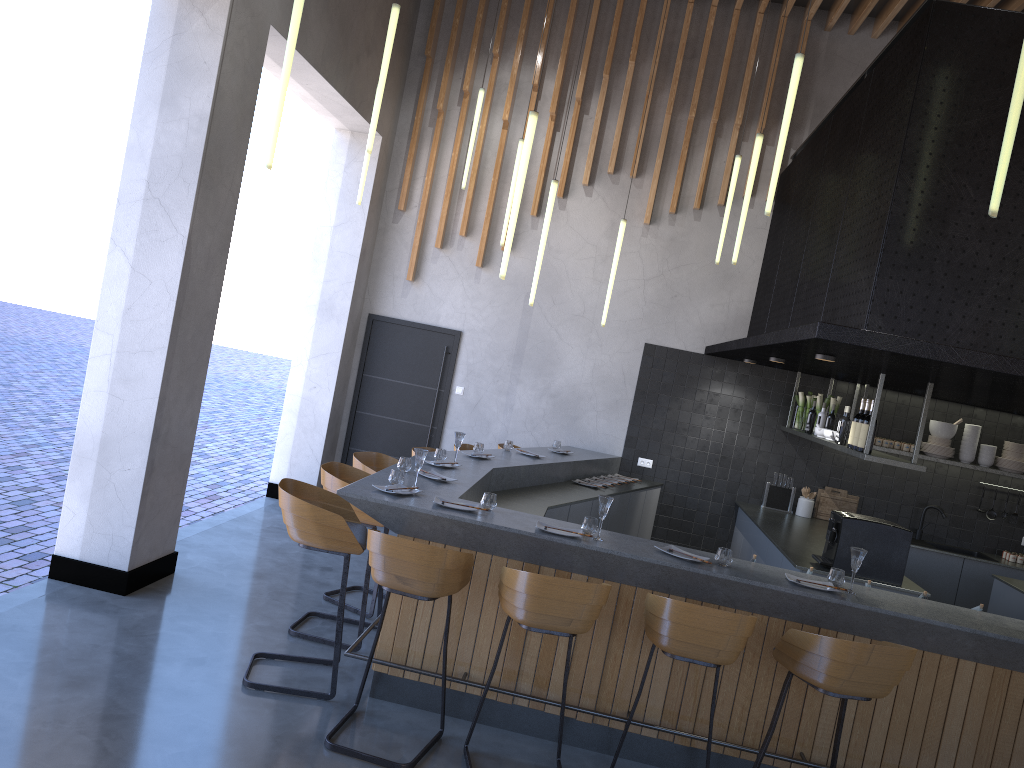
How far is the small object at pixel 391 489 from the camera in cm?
474

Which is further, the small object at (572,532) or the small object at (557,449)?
the small object at (557,449)

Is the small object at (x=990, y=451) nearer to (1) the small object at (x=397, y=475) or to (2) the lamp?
(2) the lamp

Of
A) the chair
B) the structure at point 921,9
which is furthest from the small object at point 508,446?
the structure at point 921,9

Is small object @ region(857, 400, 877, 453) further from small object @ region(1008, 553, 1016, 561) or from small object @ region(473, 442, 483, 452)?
small object @ region(1008, 553, 1016, 561)

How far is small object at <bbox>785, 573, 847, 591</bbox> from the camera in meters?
4.4 m

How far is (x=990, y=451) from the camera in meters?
8.5 m

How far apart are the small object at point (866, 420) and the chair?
2.3m

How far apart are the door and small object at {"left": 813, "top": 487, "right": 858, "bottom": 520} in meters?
3.9 m

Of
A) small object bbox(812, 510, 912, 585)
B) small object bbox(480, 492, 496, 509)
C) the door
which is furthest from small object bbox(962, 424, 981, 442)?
small object bbox(480, 492, 496, 509)
